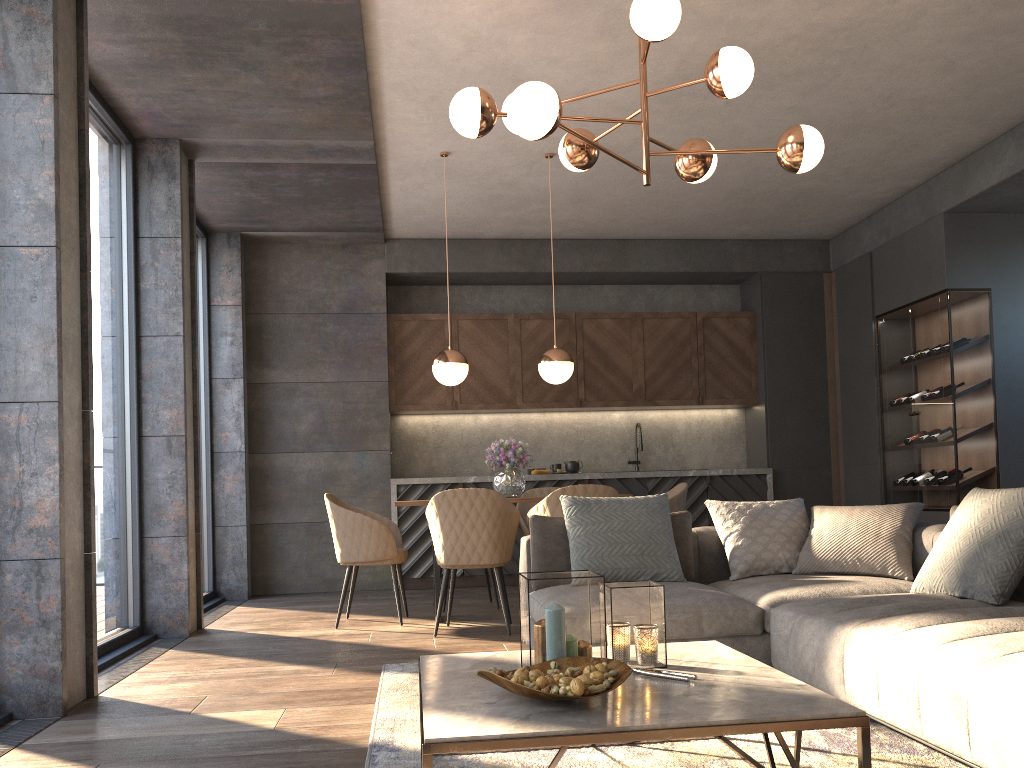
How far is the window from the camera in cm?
470

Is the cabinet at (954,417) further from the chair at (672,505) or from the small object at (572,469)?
the small object at (572,469)

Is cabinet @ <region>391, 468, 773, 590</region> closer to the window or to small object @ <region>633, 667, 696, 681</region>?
the window

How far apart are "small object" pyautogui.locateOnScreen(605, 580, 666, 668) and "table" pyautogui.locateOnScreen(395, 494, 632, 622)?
3.1m

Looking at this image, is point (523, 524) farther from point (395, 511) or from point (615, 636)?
point (615, 636)

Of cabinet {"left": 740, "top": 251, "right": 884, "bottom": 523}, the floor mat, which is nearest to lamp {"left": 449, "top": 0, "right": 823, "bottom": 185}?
the floor mat

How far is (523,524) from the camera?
6.1 meters

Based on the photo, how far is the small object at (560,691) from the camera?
1.86m

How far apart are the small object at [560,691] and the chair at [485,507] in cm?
275

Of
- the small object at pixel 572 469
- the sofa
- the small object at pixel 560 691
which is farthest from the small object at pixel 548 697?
the small object at pixel 572 469
